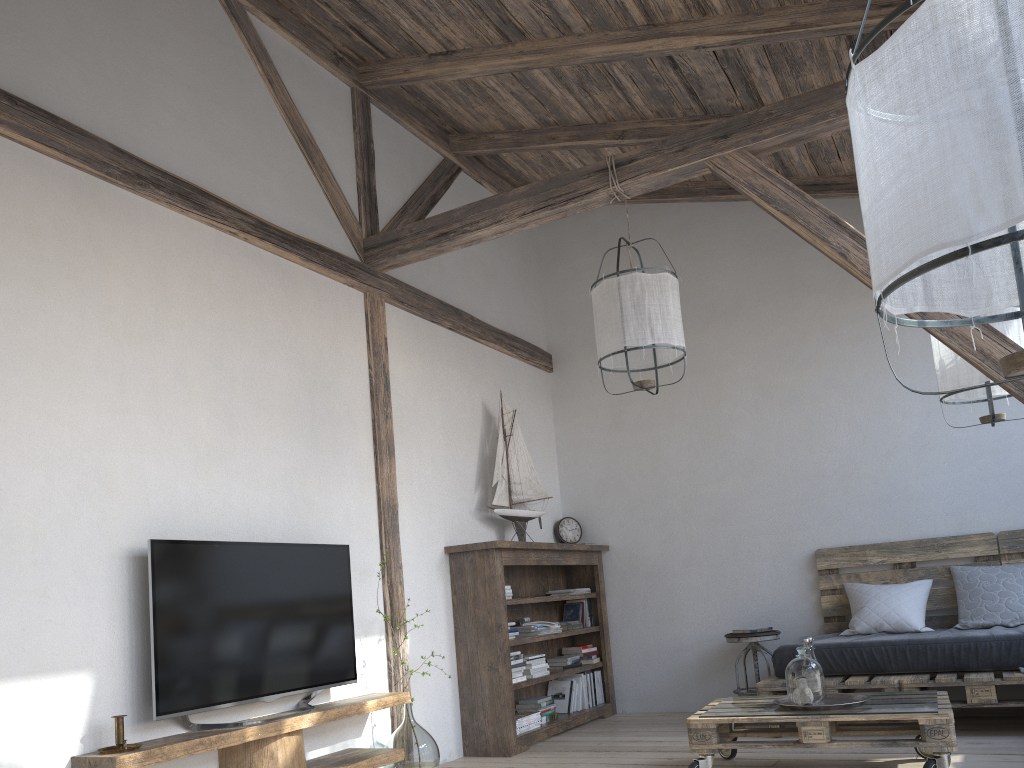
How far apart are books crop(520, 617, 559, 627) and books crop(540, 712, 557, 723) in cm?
55

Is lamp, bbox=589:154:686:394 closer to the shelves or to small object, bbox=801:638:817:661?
small object, bbox=801:638:817:661

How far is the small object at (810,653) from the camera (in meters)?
3.71

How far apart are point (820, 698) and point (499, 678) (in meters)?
1.77

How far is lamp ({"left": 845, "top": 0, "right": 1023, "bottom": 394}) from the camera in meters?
1.1

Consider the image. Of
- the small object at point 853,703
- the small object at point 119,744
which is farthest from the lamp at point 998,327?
the small object at point 119,744

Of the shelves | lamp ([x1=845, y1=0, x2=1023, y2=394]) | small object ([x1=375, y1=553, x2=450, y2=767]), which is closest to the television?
the shelves

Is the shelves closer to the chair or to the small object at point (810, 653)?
the small object at point (810, 653)

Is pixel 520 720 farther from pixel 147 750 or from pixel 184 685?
pixel 147 750

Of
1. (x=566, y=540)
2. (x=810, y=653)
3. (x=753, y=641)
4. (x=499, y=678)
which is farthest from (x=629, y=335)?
(x=566, y=540)
